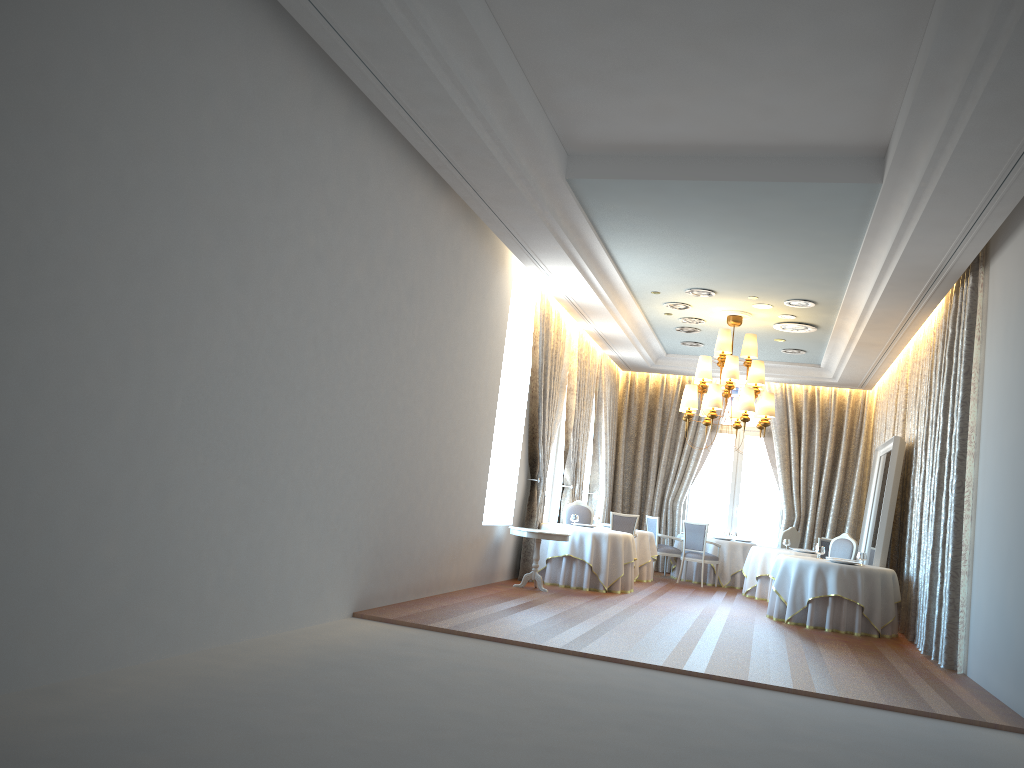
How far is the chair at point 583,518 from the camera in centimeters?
1427cm

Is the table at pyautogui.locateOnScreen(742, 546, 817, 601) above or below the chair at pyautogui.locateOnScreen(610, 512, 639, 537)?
below

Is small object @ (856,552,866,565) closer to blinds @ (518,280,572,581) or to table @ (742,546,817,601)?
table @ (742,546,817,601)

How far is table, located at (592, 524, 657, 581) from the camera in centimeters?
1506cm

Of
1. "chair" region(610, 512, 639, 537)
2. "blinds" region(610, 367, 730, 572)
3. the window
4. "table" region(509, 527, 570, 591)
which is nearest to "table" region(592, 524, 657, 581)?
"chair" region(610, 512, 639, 537)

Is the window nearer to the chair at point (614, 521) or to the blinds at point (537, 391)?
the chair at point (614, 521)

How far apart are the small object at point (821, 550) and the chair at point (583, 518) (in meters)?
3.69

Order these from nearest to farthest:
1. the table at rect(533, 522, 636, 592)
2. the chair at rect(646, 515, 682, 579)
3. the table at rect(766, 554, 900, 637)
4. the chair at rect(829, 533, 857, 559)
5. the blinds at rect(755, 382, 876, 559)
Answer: the table at rect(766, 554, 900, 637), the table at rect(533, 522, 636, 592), the chair at rect(829, 533, 857, 559), the chair at rect(646, 515, 682, 579), the blinds at rect(755, 382, 876, 559)

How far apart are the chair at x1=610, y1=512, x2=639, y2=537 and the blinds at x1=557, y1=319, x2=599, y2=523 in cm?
107

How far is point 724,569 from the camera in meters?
16.1
